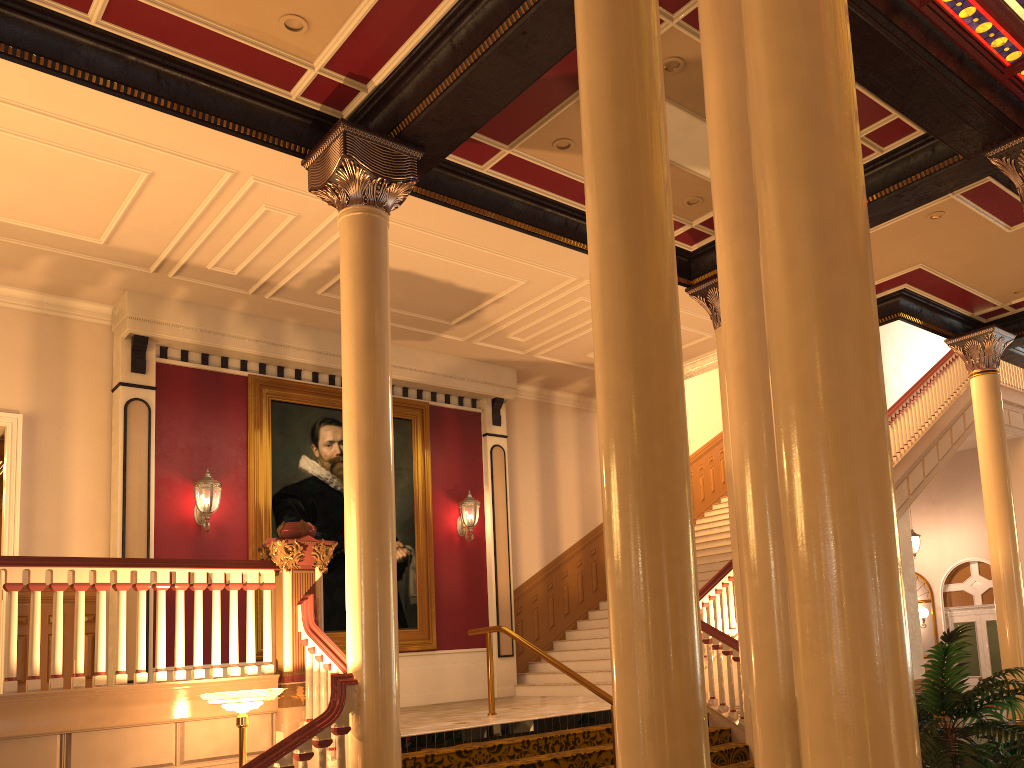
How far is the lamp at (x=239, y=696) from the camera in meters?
5.6 m

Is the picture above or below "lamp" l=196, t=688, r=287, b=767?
above

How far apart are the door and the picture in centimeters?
1132cm

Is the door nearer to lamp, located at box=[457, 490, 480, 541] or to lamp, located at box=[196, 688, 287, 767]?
lamp, located at box=[457, 490, 480, 541]

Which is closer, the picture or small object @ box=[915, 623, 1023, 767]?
small object @ box=[915, 623, 1023, 767]

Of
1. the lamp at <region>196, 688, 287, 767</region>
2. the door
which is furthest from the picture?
the door

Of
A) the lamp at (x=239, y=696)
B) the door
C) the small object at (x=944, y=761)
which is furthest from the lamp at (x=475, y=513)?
the door

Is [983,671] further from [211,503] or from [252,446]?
[211,503]

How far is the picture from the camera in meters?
10.8

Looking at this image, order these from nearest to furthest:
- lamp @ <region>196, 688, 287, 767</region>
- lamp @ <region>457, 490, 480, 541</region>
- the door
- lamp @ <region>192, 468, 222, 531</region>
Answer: lamp @ <region>196, 688, 287, 767</region> < lamp @ <region>192, 468, 222, 531</region> < lamp @ <region>457, 490, 480, 541</region> < the door
